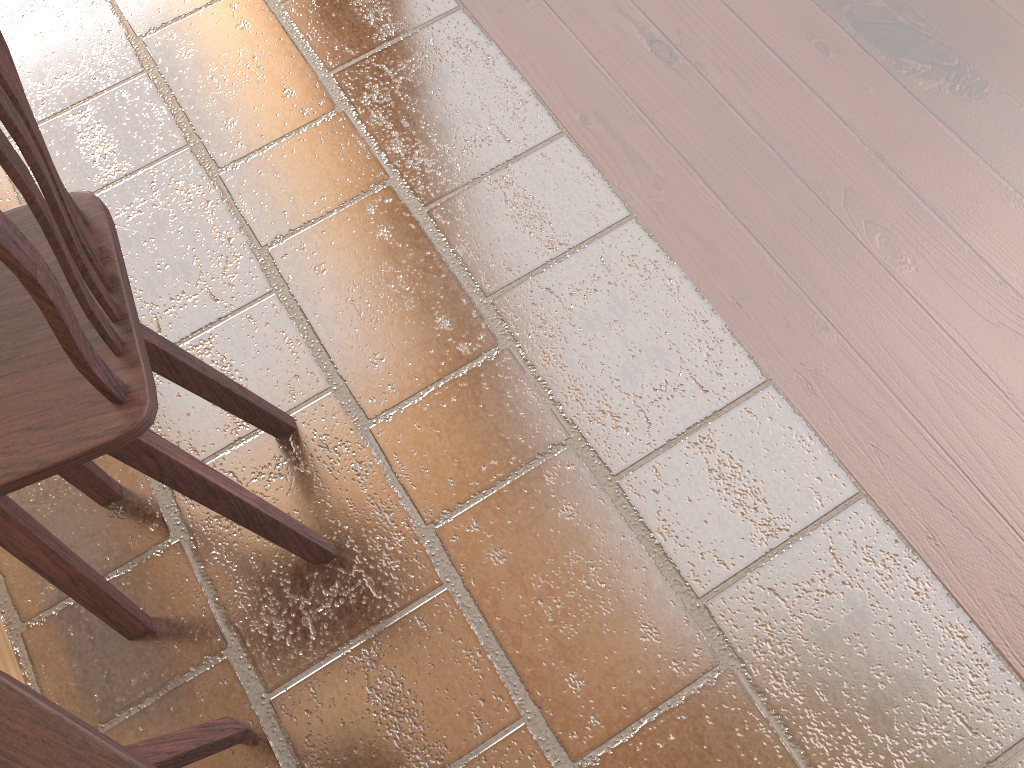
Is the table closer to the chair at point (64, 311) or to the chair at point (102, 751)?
the chair at point (64, 311)

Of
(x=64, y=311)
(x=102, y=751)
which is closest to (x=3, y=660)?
(x=102, y=751)

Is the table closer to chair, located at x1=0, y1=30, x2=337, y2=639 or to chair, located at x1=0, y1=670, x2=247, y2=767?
chair, located at x1=0, y1=30, x2=337, y2=639

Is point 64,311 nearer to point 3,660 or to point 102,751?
point 102,751

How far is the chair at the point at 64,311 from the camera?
0.8m

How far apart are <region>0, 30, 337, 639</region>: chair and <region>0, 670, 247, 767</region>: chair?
0.2 meters

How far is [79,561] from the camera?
1.5 meters

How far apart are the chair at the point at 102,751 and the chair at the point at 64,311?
0.21m

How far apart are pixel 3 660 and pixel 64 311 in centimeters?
124cm

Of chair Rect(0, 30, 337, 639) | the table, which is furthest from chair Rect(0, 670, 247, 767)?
the table
